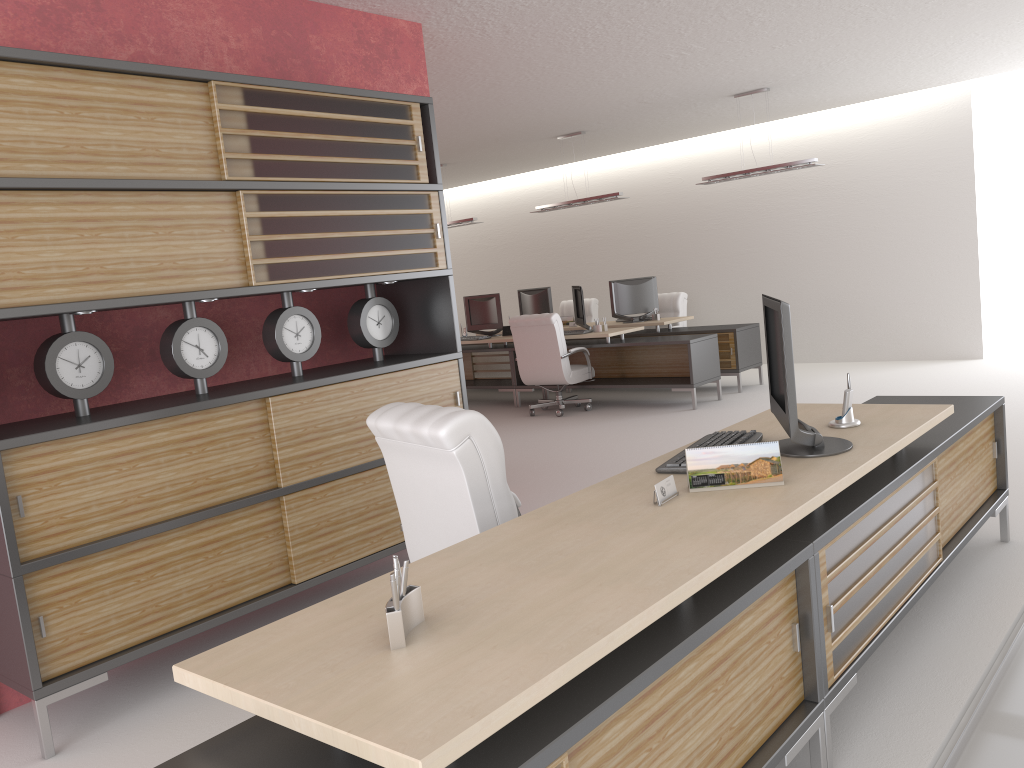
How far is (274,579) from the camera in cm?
577

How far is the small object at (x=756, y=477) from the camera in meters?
3.8 m

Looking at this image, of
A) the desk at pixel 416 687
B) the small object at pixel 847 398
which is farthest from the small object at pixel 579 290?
the small object at pixel 847 398

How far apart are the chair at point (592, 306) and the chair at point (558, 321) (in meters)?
4.23

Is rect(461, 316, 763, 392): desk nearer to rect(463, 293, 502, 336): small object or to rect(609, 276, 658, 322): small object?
rect(609, 276, 658, 322): small object

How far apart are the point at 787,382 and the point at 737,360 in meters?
10.5 m

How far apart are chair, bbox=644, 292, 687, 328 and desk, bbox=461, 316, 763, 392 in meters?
1.0

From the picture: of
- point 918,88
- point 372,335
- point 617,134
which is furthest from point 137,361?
point 918,88

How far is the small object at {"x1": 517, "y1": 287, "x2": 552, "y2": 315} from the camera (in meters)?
17.09

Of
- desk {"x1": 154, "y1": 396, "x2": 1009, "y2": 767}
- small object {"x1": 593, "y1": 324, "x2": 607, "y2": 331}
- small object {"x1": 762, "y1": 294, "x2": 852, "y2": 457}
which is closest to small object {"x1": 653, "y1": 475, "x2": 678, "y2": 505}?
desk {"x1": 154, "y1": 396, "x2": 1009, "y2": 767}
